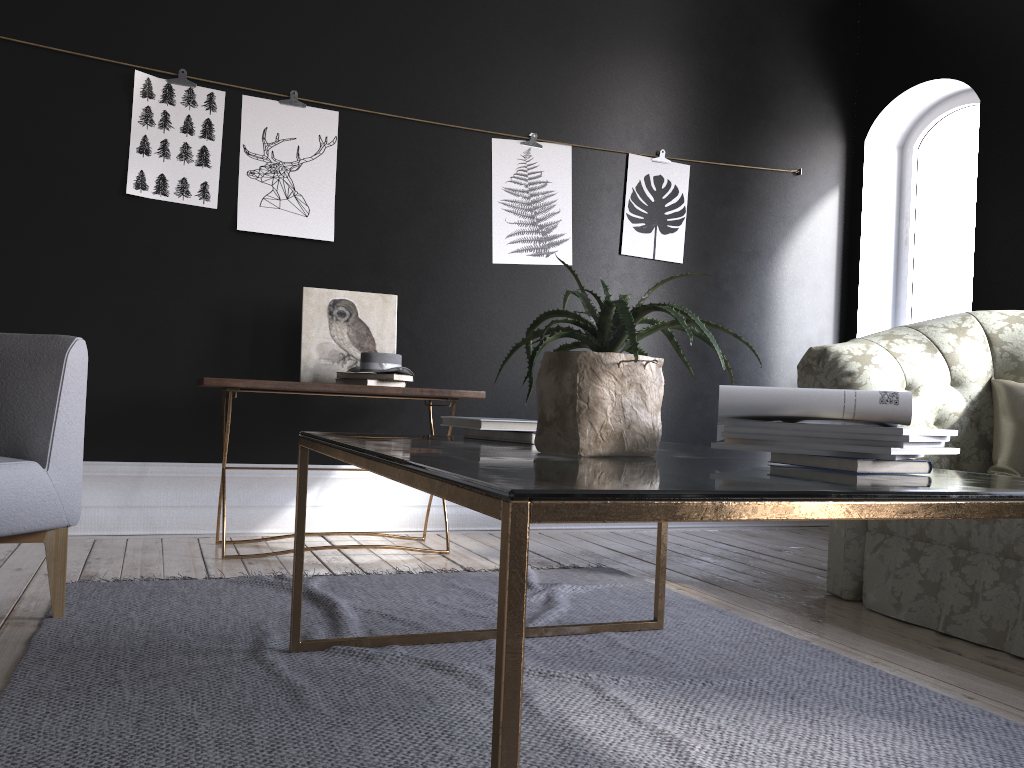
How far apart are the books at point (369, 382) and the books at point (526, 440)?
1.6m

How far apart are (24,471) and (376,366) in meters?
1.6 m

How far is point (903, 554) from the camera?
3.0m

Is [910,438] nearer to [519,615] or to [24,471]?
[519,615]

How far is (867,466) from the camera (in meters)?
1.46

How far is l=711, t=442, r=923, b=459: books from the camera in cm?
158

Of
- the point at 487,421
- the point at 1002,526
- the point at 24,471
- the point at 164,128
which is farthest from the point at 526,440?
the point at 164,128

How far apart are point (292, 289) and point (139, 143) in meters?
0.9 m

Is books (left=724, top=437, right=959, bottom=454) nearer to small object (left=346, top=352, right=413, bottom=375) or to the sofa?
the sofa

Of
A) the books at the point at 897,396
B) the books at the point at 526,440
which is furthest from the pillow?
the books at the point at 526,440
